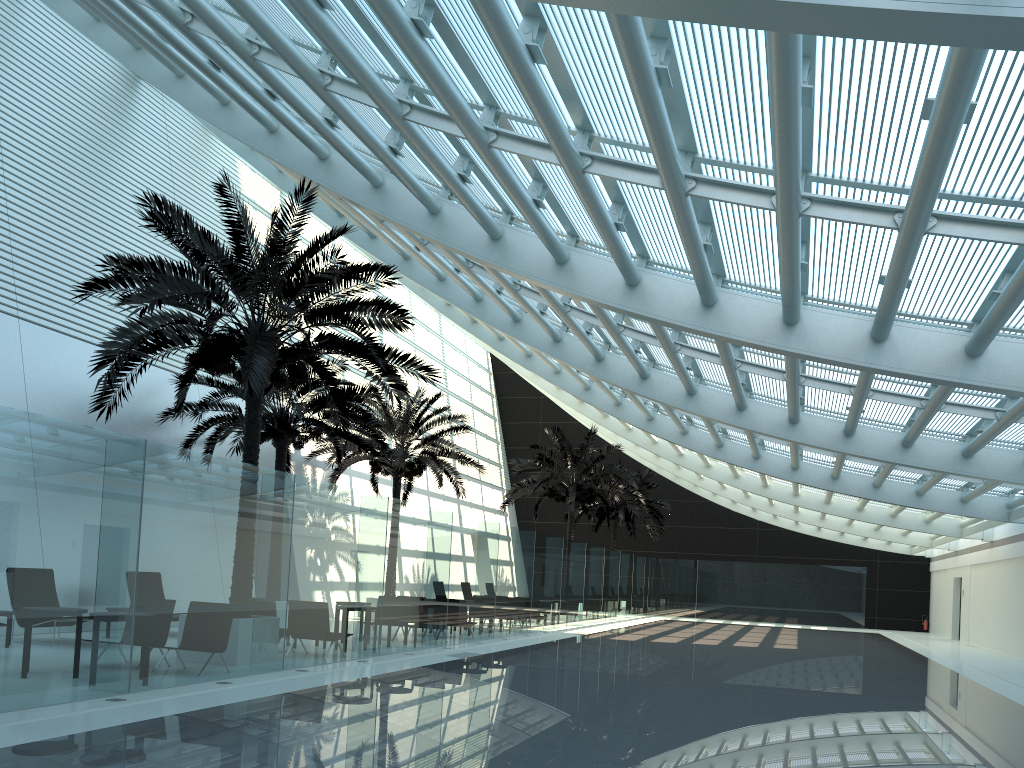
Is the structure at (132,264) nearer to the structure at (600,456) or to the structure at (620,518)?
the structure at (600,456)

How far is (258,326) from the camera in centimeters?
1304cm

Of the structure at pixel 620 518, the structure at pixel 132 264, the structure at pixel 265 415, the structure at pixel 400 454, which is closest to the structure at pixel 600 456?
the structure at pixel 400 454

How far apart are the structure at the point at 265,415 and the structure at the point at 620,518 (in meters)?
16.72

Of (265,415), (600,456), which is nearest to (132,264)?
(265,415)

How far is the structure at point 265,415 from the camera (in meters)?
18.17

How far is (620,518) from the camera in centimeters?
3631cm

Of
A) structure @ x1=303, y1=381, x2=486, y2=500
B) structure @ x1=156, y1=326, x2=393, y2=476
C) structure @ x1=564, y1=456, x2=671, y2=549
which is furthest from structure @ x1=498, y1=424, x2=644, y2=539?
structure @ x1=156, y1=326, x2=393, y2=476

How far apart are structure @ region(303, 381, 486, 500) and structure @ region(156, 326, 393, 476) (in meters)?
1.35

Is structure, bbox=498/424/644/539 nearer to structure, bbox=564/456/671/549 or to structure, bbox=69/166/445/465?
structure, bbox=564/456/671/549
